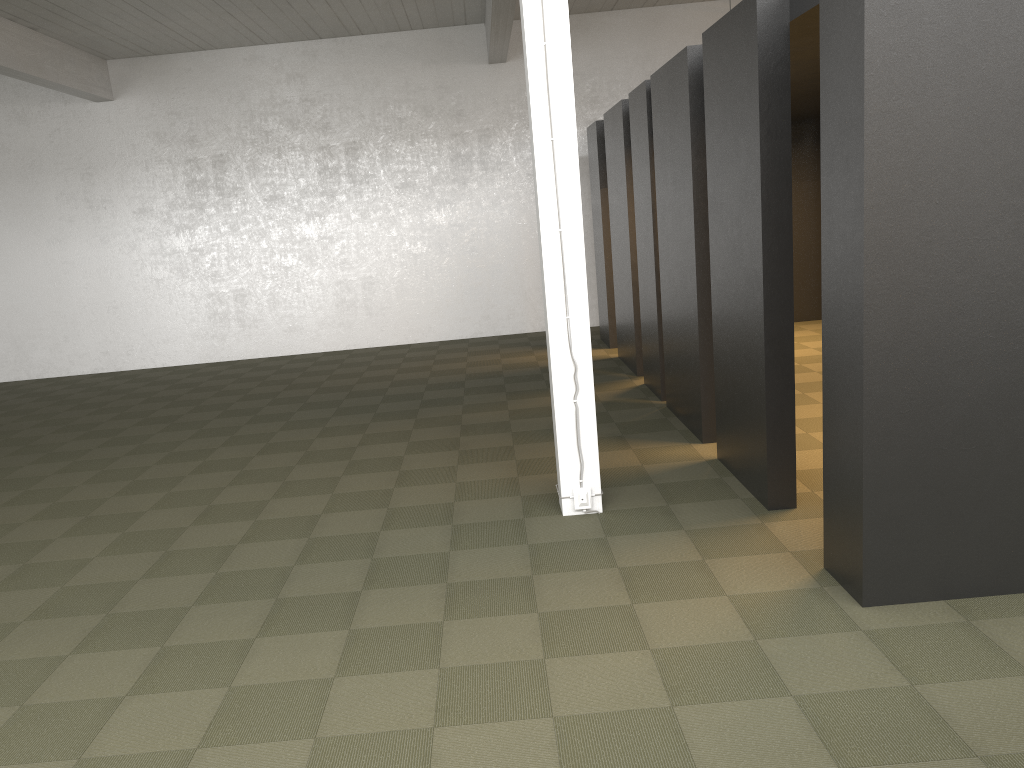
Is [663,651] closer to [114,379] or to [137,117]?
[114,379]
